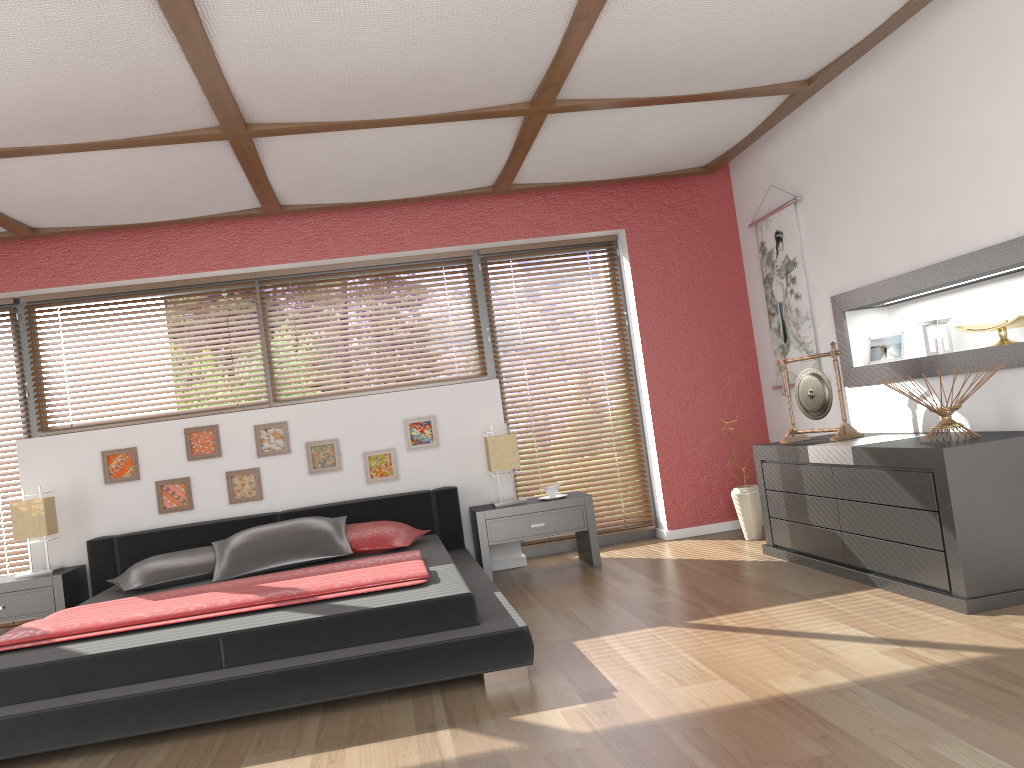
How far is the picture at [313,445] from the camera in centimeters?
547cm

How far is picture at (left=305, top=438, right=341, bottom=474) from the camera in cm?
547

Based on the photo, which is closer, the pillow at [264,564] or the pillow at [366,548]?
the pillow at [264,564]

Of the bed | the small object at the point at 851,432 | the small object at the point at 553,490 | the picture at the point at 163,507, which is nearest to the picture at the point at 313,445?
the bed

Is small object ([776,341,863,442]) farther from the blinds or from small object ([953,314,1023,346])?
the blinds

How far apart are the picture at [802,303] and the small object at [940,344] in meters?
0.9 m

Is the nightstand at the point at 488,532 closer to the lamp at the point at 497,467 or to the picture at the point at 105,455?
the lamp at the point at 497,467

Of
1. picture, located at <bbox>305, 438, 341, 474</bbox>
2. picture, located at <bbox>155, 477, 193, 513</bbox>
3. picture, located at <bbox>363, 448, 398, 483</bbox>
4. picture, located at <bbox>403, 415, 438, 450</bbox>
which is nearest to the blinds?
picture, located at <bbox>403, 415, 438, 450</bbox>

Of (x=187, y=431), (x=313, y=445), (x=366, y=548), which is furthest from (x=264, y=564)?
(x=187, y=431)

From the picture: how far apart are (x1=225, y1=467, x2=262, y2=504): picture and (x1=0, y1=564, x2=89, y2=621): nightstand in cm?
91
